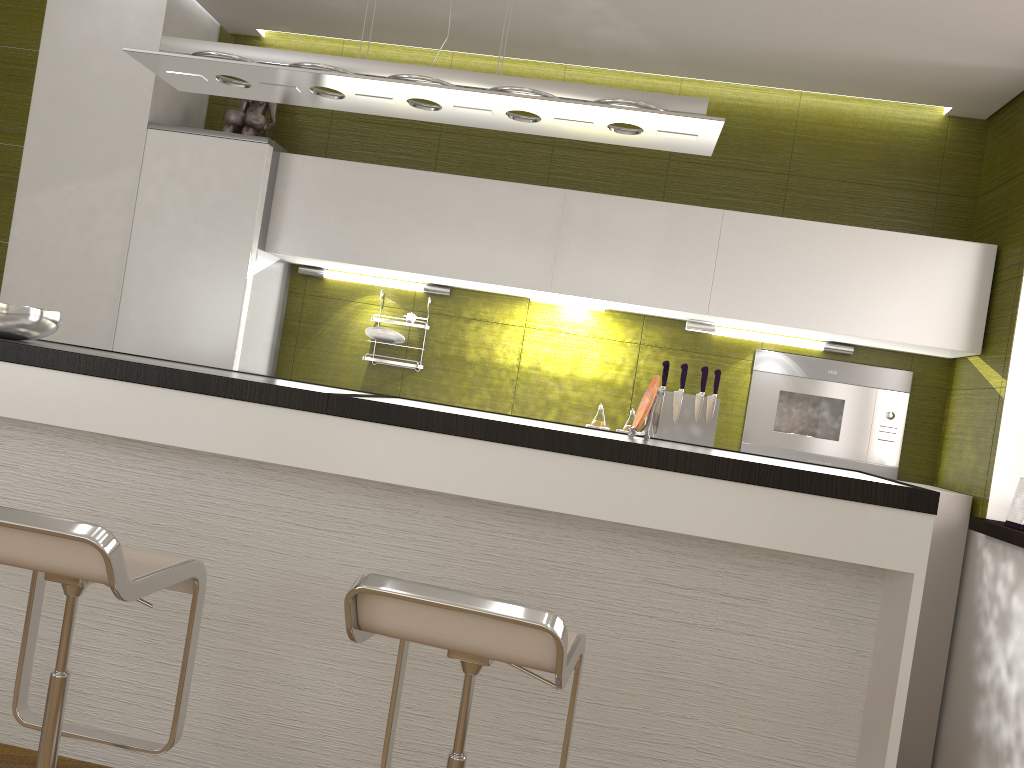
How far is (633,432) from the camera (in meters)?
2.58

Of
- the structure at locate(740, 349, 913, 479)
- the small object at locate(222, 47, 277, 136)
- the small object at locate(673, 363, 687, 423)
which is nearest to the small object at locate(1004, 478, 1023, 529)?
the structure at locate(740, 349, 913, 479)

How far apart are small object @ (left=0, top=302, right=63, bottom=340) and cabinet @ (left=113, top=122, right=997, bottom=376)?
0.98m

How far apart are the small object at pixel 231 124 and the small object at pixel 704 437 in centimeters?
212cm

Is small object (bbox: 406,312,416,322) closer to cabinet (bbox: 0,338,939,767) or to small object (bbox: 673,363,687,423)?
small object (bbox: 673,363,687,423)

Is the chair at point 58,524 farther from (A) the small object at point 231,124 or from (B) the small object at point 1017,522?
(B) the small object at point 1017,522

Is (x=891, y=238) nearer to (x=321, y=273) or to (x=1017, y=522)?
(x=1017, y=522)

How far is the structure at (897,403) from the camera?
3.79m

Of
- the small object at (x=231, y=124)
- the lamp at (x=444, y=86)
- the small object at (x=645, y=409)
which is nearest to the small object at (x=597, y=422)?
the small object at (x=645, y=409)

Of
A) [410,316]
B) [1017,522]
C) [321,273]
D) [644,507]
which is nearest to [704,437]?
[1017,522]
